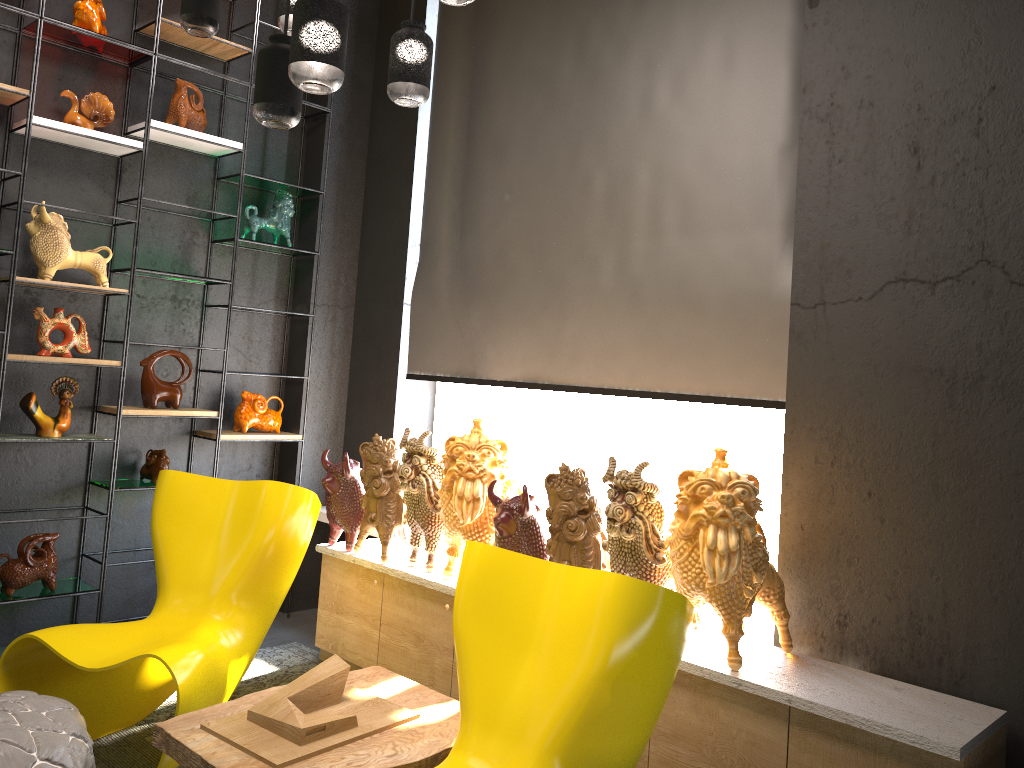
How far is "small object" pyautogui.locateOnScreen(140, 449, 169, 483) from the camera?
4.3m

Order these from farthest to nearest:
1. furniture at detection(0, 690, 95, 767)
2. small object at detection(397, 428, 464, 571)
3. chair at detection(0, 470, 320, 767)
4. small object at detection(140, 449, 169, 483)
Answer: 1. small object at detection(140, 449, 169, 483)
2. small object at detection(397, 428, 464, 571)
3. chair at detection(0, 470, 320, 767)
4. furniture at detection(0, 690, 95, 767)

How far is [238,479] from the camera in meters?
4.8

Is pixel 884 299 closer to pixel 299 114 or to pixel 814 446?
pixel 814 446

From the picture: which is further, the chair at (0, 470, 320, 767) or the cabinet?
the chair at (0, 470, 320, 767)

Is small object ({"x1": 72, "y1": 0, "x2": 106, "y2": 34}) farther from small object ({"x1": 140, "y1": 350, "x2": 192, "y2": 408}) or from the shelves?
small object ({"x1": 140, "y1": 350, "x2": 192, "y2": 408})

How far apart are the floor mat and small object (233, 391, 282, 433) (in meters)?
1.12

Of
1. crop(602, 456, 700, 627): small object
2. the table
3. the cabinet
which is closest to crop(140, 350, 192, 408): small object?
the cabinet

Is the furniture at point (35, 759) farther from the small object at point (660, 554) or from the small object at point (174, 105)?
the small object at point (174, 105)

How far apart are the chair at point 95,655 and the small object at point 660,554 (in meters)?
1.19
